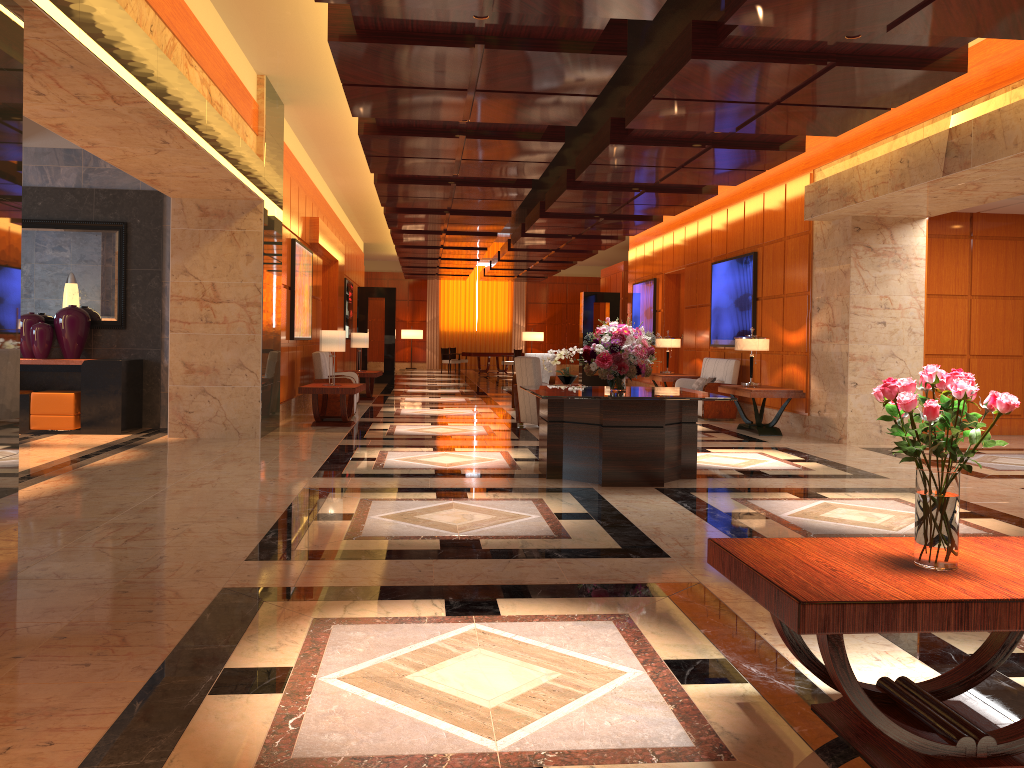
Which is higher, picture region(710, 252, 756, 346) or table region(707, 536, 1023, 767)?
picture region(710, 252, 756, 346)

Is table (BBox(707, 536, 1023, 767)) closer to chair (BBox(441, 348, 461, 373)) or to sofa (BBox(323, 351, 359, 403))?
sofa (BBox(323, 351, 359, 403))

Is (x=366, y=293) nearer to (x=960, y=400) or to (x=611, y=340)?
(x=611, y=340)

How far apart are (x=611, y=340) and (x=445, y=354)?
22.3 meters

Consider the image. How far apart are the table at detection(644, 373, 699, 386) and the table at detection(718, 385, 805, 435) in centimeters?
310cm

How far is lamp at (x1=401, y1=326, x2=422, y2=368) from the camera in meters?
33.4

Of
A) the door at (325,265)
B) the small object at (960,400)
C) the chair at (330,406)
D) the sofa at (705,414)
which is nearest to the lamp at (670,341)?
the sofa at (705,414)

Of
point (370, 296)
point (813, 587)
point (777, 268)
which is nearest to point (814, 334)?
point (777, 268)

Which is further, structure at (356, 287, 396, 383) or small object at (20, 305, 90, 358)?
structure at (356, 287, 396, 383)

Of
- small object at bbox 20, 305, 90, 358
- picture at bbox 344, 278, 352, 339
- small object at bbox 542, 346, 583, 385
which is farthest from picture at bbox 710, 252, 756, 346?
picture at bbox 344, 278, 352, 339
